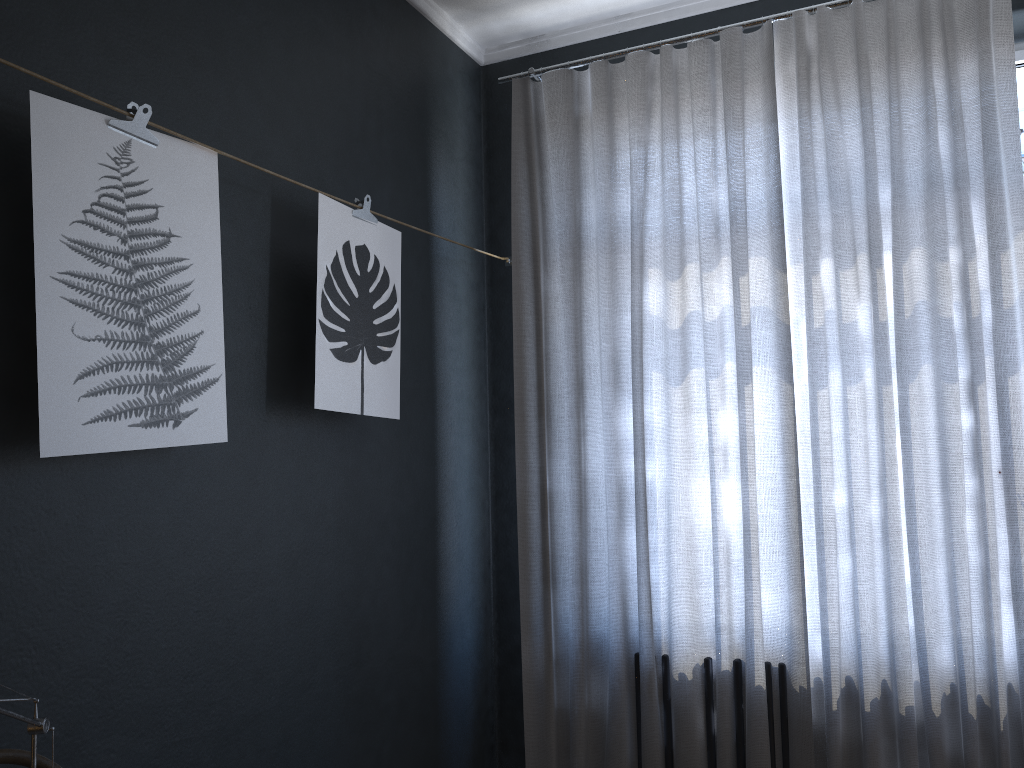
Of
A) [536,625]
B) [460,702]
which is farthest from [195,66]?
[460,702]

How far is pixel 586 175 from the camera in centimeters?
314cm

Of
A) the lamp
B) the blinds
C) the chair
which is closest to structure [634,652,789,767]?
the blinds

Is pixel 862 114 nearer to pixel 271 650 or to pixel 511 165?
pixel 511 165

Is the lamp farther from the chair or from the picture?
the picture

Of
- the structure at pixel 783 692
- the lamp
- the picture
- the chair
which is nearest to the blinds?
the structure at pixel 783 692

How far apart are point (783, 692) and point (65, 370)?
2.20m

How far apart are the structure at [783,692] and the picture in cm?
119

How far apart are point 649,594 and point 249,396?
1.5 meters

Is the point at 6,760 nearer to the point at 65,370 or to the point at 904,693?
the point at 65,370
